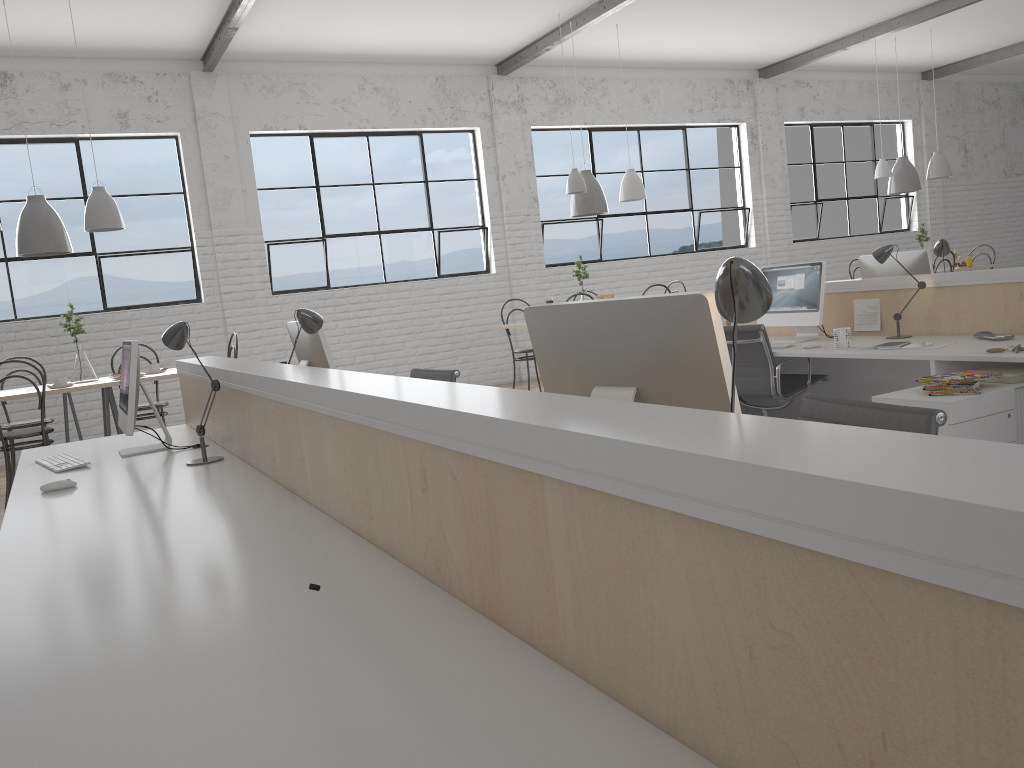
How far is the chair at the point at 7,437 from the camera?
4.1m

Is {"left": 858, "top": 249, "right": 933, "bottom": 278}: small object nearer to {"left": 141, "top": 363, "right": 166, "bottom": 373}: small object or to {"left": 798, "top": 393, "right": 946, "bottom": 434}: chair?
{"left": 798, "top": 393, "right": 946, "bottom": 434}: chair

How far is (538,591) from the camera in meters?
1.0

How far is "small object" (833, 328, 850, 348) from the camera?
3.7 meters

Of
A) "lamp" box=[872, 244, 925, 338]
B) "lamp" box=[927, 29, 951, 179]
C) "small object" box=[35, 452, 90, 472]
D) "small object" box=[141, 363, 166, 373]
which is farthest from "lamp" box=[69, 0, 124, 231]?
"lamp" box=[927, 29, 951, 179]

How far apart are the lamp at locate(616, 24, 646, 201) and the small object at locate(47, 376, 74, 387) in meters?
3.7 m

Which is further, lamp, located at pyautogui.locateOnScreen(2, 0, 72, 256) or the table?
lamp, located at pyautogui.locateOnScreen(2, 0, 72, 256)

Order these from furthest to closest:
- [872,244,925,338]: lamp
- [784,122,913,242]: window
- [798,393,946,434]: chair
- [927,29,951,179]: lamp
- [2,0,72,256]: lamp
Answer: [784,122,913,242]: window → [927,29,951,179]: lamp → [2,0,72,256]: lamp → [872,244,925,338]: lamp → [798,393,946,434]: chair

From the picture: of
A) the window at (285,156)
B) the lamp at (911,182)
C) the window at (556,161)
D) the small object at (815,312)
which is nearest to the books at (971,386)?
the small object at (815,312)

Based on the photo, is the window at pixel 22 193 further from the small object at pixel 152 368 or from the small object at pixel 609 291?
the small object at pixel 609 291
